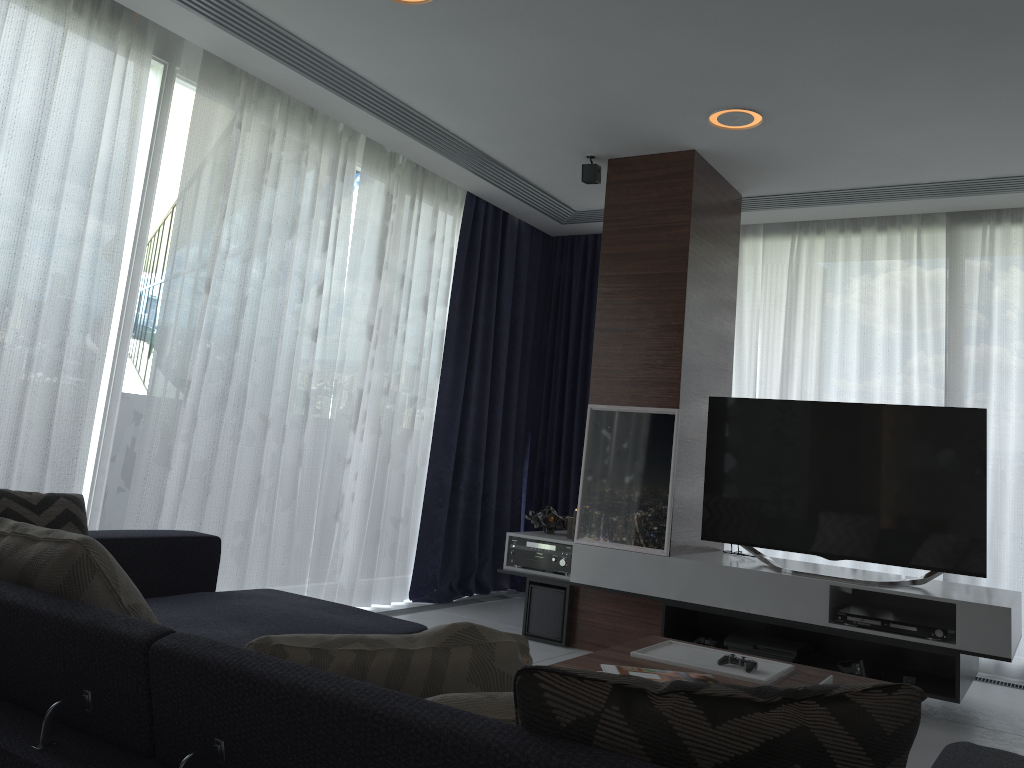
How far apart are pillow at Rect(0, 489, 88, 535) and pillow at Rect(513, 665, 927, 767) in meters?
2.2

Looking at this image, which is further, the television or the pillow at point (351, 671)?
the television

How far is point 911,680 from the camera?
3.7 meters

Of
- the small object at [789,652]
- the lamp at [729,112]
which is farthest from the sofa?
the lamp at [729,112]

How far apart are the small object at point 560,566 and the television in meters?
0.7 m

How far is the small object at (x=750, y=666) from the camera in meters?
2.6

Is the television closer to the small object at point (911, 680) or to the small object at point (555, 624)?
the small object at point (911, 680)

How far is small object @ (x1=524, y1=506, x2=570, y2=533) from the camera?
4.9 meters

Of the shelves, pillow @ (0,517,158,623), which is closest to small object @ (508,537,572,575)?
the shelves

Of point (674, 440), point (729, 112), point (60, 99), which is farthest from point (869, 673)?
point (60, 99)
